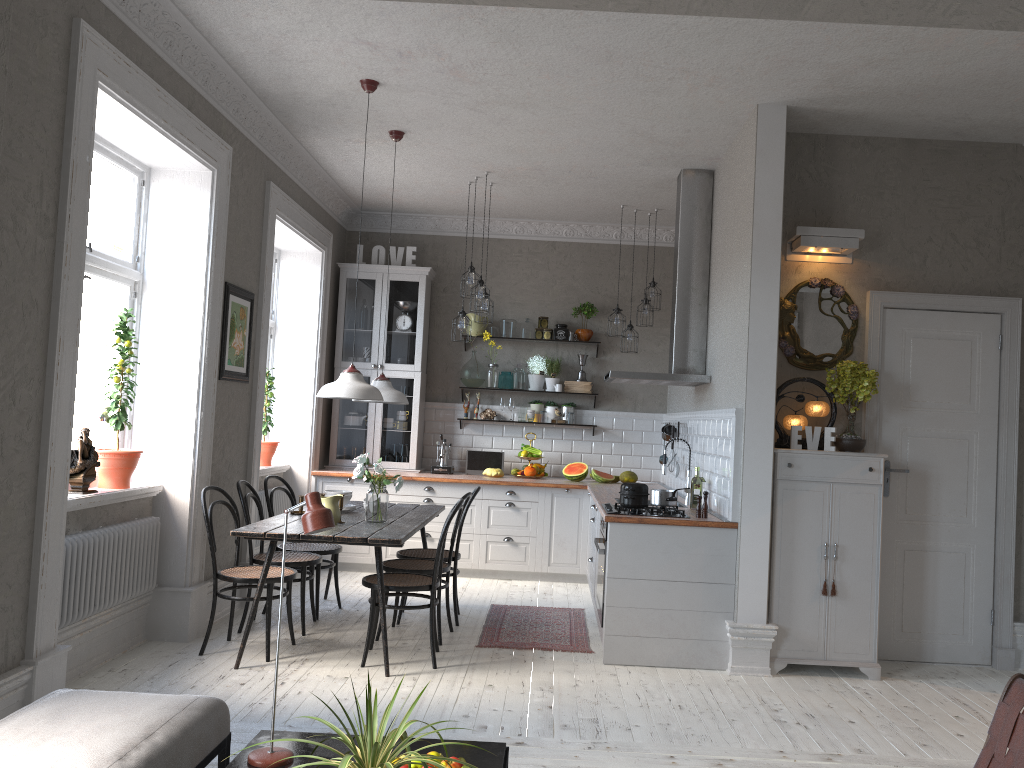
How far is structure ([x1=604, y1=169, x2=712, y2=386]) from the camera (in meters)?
6.42

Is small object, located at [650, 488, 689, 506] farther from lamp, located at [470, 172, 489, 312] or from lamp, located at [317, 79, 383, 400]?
lamp, located at [470, 172, 489, 312]

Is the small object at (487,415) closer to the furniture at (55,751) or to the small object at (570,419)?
the small object at (570,419)

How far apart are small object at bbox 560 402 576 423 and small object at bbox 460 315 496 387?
0.83m

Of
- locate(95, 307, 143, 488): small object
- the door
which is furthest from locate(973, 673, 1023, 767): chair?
locate(95, 307, 143, 488): small object

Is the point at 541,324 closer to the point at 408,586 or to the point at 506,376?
the point at 506,376

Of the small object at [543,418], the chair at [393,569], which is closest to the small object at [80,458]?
the chair at [393,569]

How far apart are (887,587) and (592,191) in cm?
378

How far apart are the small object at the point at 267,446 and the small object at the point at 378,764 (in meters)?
5.02

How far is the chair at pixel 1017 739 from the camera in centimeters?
240cm
